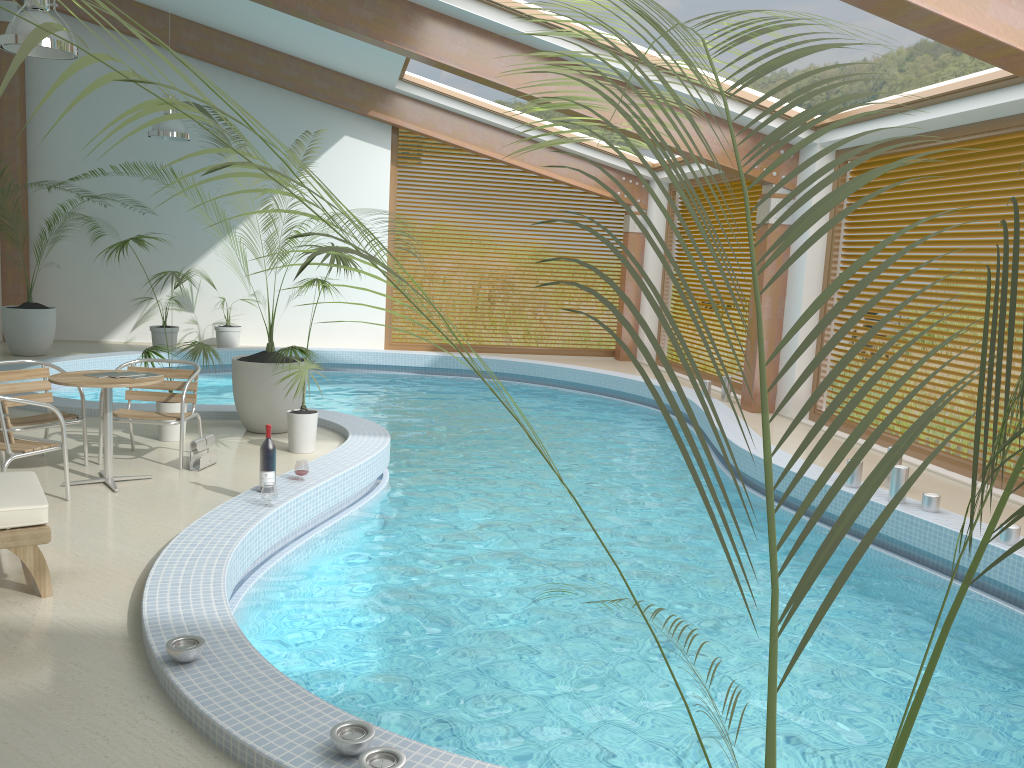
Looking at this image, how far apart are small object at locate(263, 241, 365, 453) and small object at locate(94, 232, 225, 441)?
0.7 meters

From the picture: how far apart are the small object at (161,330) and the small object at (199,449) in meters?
7.1 m

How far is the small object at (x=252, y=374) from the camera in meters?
7.6

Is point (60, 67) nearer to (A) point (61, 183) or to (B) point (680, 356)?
(A) point (61, 183)

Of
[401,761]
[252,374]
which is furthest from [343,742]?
[252,374]

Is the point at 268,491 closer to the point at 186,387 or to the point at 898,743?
the point at 186,387

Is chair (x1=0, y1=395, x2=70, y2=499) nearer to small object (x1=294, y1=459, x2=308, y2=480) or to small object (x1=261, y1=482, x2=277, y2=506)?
small object (x1=261, y1=482, x2=277, y2=506)

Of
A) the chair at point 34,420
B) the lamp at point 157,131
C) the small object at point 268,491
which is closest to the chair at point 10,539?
the small object at point 268,491

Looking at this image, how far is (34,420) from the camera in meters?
6.1 m

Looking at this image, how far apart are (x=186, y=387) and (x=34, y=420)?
1.02m
